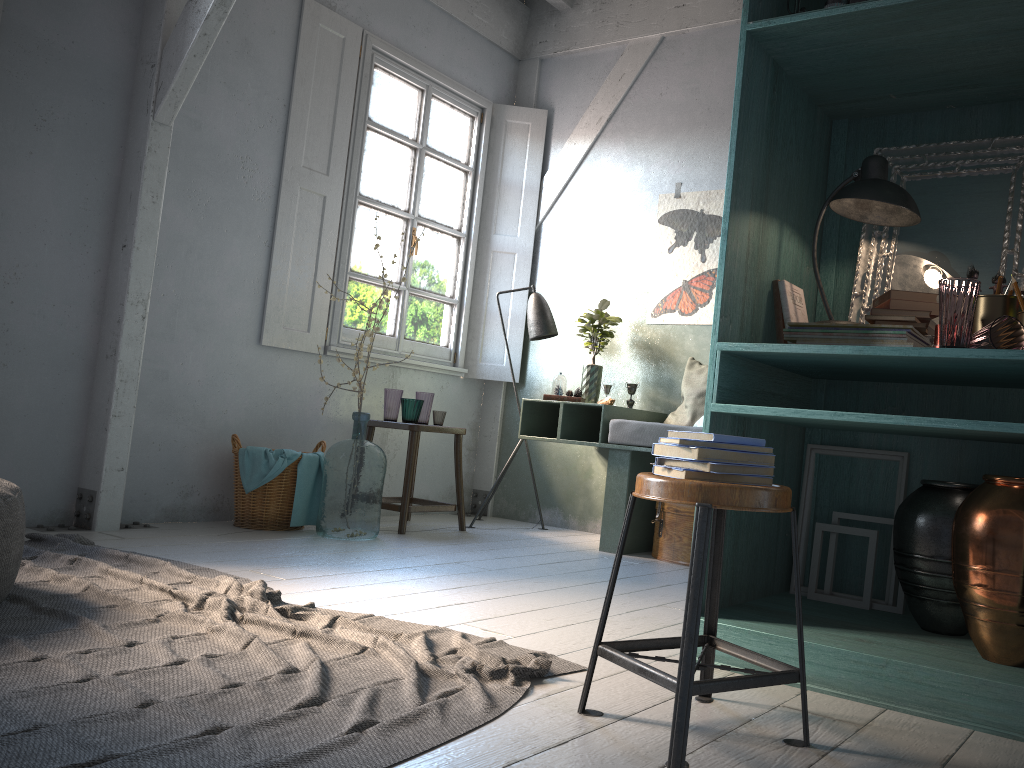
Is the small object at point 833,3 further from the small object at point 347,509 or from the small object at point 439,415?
the small object at point 439,415

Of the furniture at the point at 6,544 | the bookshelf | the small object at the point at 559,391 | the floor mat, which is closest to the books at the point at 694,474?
the bookshelf

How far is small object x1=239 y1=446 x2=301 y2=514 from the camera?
5.2 meters

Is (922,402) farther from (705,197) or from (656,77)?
(656,77)

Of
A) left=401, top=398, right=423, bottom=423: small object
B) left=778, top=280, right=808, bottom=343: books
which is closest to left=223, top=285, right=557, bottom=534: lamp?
left=401, top=398, right=423, bottom=423: small object

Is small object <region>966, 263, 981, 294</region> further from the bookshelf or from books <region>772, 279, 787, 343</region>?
books <region>772, 279, 787, 343</region>

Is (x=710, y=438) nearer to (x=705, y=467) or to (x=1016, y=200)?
(x=705, y=467)

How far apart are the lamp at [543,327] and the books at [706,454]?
4.3m

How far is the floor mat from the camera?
1.92m

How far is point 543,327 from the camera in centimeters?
650cm
